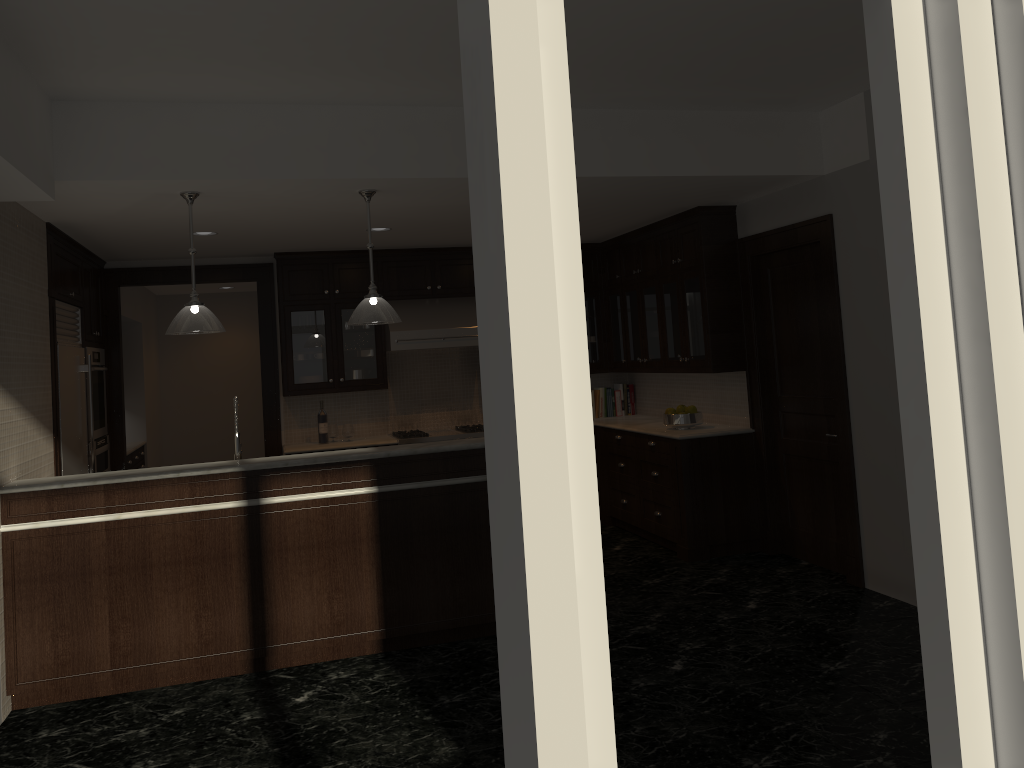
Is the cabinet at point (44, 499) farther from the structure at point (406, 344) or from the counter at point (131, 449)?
the counter at point (131, 449)

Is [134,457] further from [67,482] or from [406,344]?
[67,482]

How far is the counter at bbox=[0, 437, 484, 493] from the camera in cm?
444

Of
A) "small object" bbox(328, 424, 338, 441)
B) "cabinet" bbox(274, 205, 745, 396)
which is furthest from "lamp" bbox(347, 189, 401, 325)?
"small object" bbox(328, 424, 338, 441)

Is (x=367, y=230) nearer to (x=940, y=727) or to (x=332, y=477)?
(x=332, y=477)

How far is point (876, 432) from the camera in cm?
533

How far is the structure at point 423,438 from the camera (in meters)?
7.61

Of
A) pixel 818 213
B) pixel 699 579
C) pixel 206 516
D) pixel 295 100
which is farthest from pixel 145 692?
pixel 818 213

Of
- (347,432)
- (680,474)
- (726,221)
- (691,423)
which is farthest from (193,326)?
(726,221)

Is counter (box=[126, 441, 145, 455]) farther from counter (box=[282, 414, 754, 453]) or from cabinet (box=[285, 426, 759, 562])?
cabinet (box=[285, 426, 759, 562])
